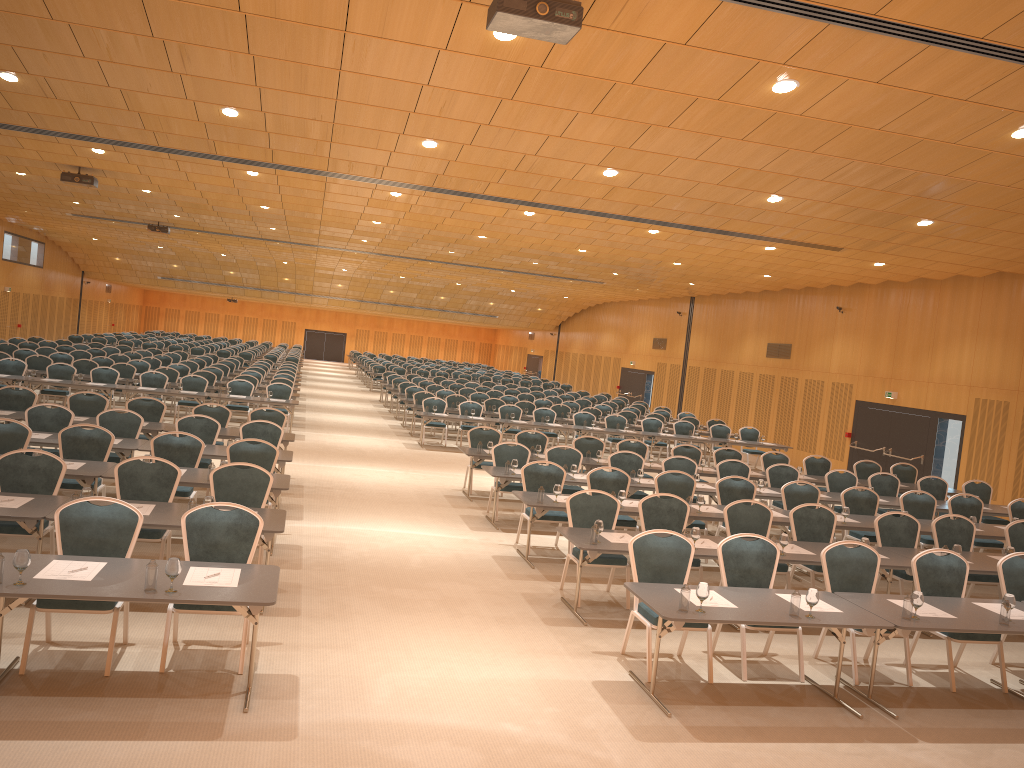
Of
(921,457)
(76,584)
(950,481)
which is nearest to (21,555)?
(76,584)

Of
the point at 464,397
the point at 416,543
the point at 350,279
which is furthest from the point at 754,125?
the point at 350,279

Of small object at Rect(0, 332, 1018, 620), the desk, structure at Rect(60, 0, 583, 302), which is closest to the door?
the desk

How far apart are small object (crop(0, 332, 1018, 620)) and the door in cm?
811

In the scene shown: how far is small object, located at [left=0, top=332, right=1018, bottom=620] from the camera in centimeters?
541cm

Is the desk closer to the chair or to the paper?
the paper

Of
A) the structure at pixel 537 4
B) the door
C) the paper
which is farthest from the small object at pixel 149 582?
the door

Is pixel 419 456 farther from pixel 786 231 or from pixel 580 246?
pixel 786 231

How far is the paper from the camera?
5.8 meters

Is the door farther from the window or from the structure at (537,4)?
the structure at (537,4)
